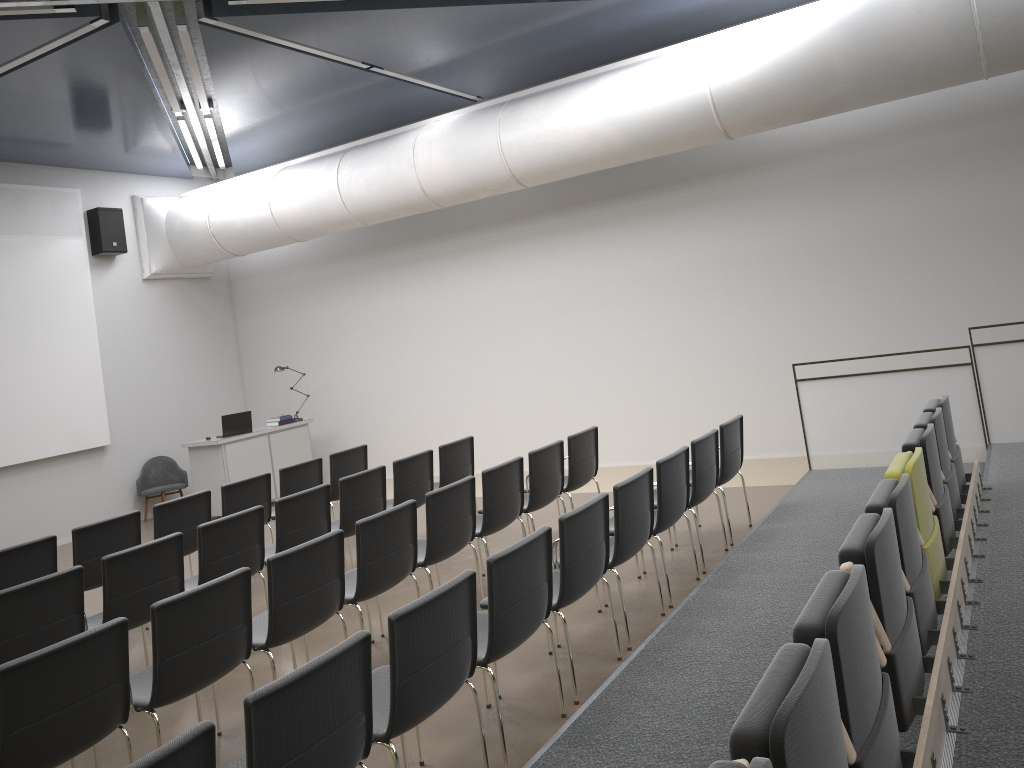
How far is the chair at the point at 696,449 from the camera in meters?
6.2

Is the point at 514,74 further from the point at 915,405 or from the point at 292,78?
the point at 915,405

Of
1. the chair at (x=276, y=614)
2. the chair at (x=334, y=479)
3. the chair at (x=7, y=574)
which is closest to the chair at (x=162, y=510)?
the chair at (x=7, y=574)

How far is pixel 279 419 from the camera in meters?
12.1 m

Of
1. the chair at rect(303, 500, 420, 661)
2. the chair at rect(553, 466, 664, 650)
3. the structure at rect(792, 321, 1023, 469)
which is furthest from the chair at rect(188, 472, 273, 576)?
the structure at rect(792, 321, 1023, 469)

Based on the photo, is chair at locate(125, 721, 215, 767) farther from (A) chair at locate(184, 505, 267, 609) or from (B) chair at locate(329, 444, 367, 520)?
(B) chair at locate(329, 444, 367, 520)

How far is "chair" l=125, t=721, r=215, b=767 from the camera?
2.33m

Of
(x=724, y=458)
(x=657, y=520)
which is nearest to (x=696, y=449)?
(x=724, y=458)

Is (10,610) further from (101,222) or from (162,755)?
(101,222)

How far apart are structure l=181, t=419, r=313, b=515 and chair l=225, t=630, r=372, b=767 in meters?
8.3 m
